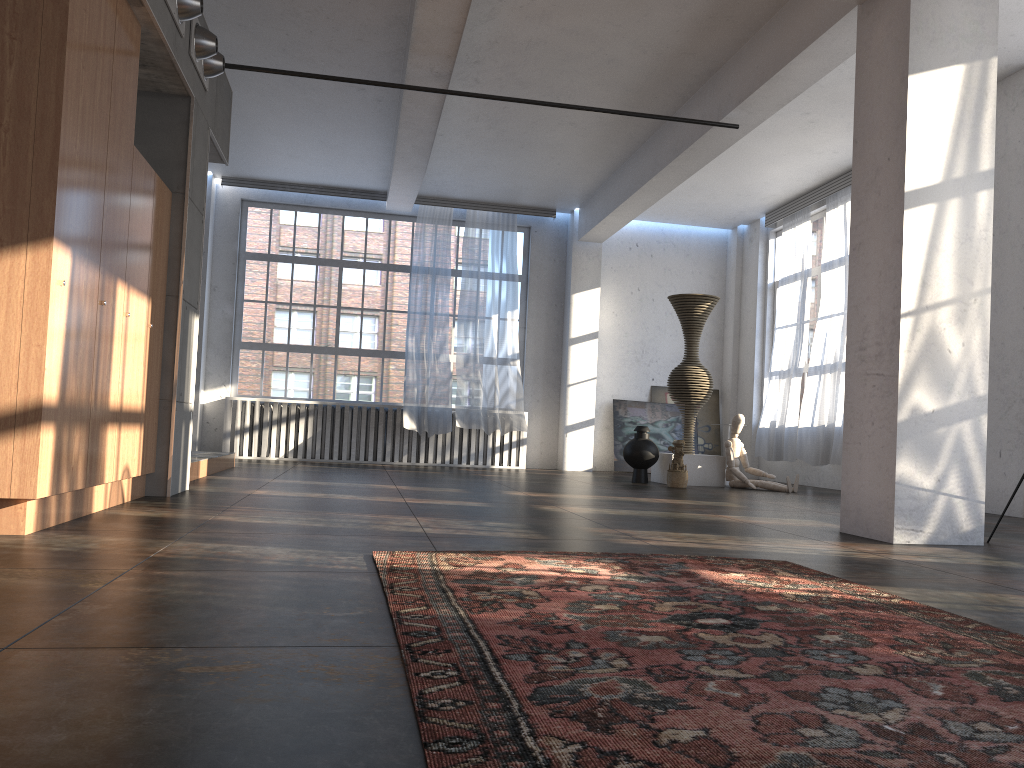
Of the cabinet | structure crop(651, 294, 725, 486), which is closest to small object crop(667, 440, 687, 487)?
structure crop(651, 294, 725, 486)

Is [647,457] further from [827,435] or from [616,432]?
[616,432]

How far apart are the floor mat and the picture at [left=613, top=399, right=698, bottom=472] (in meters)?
9.66

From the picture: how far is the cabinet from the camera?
3.81m

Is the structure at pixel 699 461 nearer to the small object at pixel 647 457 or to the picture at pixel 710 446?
the small object at pixel 647 457

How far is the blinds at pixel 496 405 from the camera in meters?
12.7

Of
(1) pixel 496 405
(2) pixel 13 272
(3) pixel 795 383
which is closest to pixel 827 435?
(3) pixel 795 383

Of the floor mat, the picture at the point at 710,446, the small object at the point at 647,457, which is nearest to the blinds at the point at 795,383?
the picture at the point at 710,446

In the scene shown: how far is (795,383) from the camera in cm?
1183

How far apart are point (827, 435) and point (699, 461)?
1.7 meters
